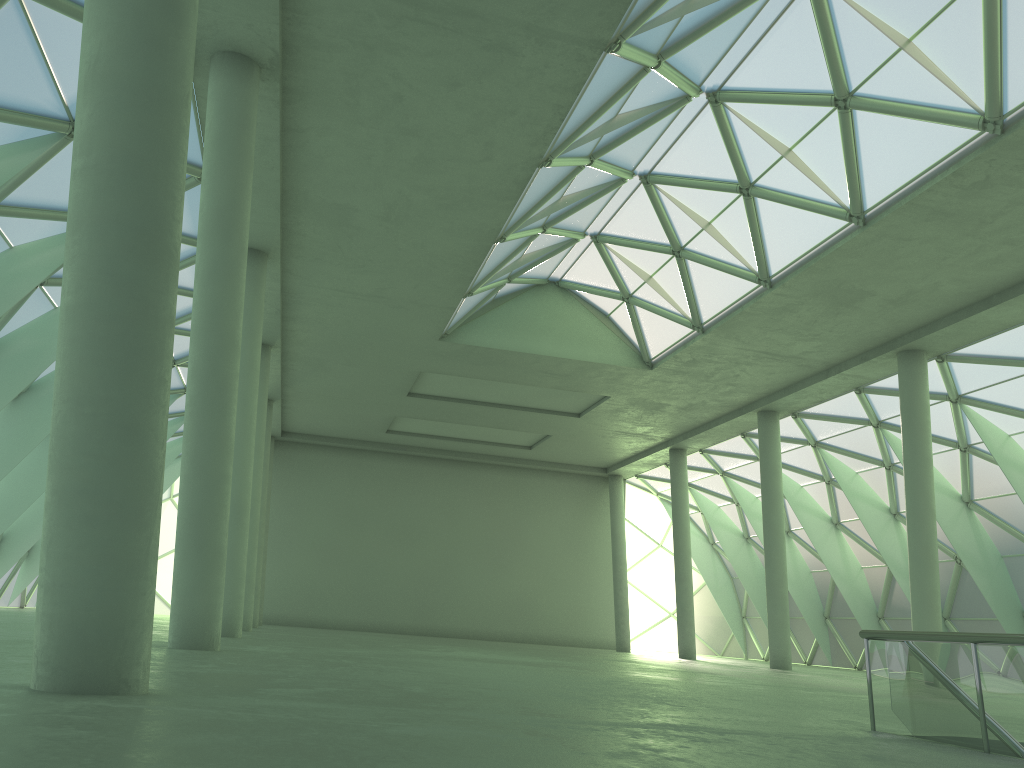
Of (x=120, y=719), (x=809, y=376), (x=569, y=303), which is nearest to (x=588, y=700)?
(x=120, y=719)
